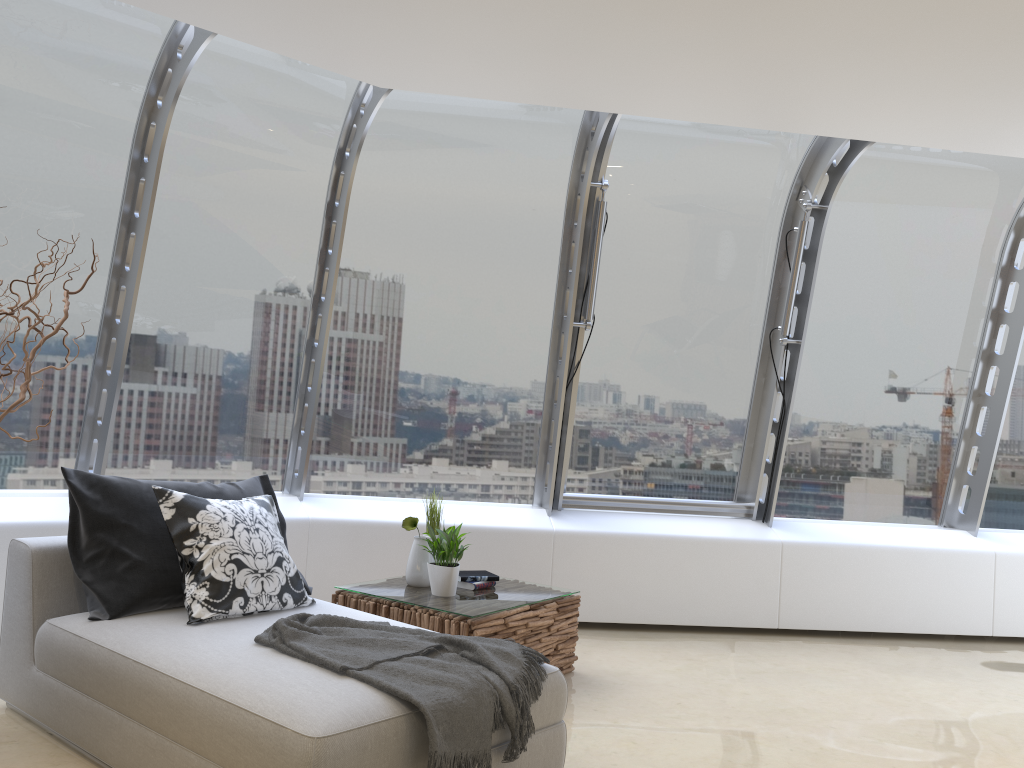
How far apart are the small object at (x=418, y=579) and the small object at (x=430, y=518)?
0.2 meters

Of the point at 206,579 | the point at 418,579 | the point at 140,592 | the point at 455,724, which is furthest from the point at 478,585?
the point at 455,724

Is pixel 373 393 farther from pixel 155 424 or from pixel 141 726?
pixel 141 726

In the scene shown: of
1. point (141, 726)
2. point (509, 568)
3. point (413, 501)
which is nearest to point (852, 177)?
point (509, 568)

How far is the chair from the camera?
2.5 meters

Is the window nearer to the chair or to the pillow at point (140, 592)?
the pillow at point (140, 592)

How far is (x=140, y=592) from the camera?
3.45m

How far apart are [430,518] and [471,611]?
0.8 meters

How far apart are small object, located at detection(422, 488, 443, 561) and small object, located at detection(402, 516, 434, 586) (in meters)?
0.18

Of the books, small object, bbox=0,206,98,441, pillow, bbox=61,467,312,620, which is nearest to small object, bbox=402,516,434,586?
the books
